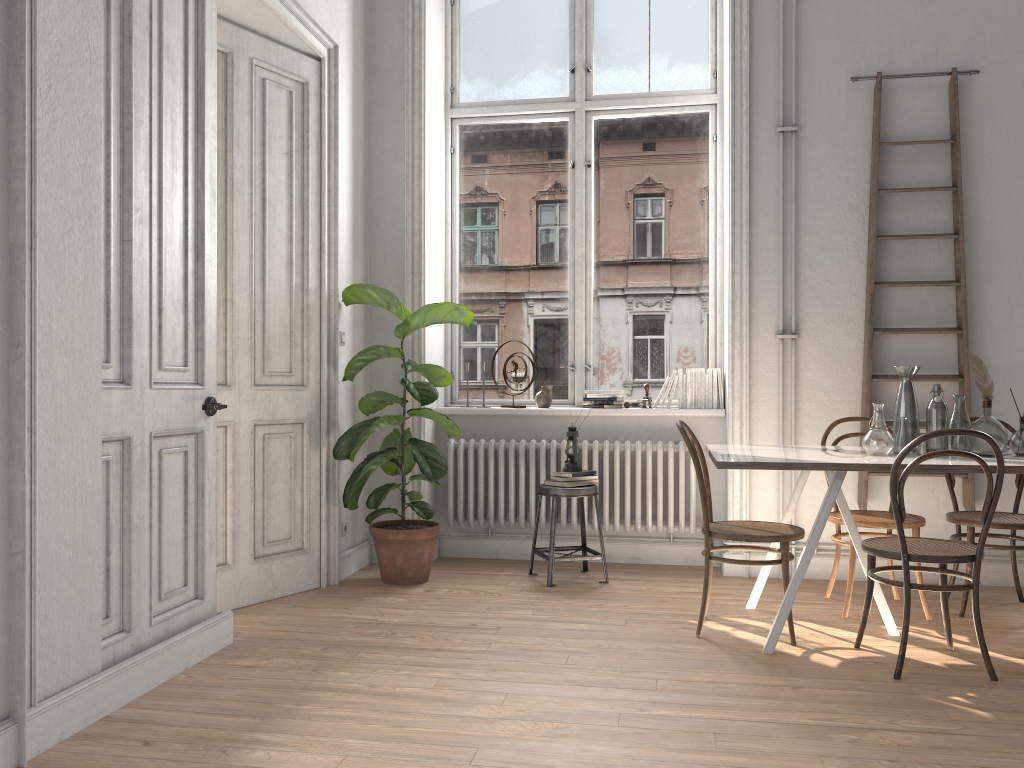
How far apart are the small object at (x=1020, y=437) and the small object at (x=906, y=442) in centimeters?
42cm

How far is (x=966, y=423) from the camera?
3.8m

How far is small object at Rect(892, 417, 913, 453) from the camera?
3.8m

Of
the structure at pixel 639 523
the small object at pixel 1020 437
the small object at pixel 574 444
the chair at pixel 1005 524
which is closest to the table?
the small object at pixel 1020 437

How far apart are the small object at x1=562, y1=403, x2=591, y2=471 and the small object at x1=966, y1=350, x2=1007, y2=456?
1.99m

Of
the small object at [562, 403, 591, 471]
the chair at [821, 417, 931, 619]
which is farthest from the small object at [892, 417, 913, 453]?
the small object at [562, 403, 591, 471]

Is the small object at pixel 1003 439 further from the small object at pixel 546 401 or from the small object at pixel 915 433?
the small object at pixel 546 401

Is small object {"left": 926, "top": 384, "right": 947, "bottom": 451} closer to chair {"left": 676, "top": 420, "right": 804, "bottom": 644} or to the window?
chair {"left": 676, "top": 420, "right": 804, "bottom": 644}

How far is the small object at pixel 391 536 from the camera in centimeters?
471cm

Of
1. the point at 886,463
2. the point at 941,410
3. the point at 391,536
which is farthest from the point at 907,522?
the point at 391,536
